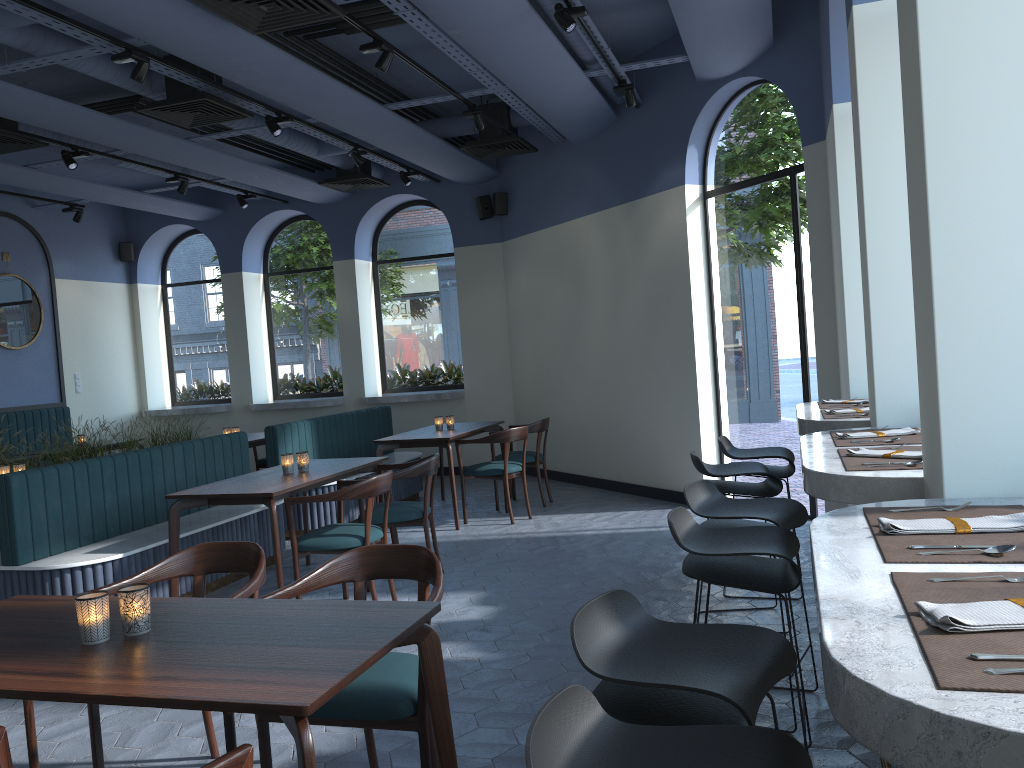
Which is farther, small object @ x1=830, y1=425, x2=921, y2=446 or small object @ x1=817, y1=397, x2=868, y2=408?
small object @ x1=817, y1=397, x2=868, y2=408

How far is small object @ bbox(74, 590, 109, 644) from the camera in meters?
2.2

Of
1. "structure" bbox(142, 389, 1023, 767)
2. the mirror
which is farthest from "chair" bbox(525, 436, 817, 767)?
the mirror

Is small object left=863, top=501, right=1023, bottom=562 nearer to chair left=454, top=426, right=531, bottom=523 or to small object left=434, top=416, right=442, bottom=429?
chair left=454, top=426, right=531, bottom=523

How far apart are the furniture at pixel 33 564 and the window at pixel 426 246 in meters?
1.8

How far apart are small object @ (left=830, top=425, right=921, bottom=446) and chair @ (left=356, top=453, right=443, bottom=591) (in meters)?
2.77

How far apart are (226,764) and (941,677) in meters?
1.2 m

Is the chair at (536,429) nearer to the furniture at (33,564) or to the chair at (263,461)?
the furniture at (33,564)

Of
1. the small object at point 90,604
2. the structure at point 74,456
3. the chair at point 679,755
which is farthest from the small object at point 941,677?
the structure at point 74,456

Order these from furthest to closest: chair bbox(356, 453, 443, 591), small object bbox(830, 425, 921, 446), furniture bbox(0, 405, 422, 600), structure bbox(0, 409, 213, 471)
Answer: structure bbox(0, 409, 213, 471), chair bbox(356, 453, 443, 591), furniture bbox(0, 405, 422, 600), small object bbox(830, 425, 921, 446)
